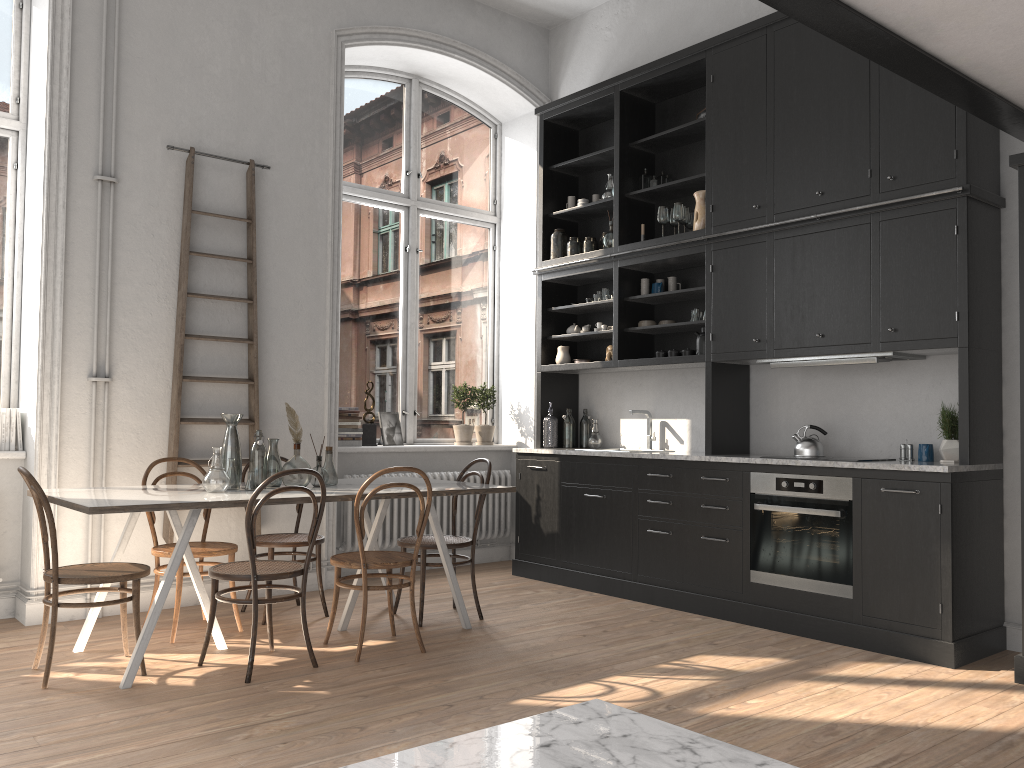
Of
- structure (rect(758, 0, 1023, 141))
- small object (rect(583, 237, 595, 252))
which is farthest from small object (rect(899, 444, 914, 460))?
small object (rect(583, 237, 595, 252))

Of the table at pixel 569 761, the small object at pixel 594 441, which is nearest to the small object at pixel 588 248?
the small object at pixel 594 441

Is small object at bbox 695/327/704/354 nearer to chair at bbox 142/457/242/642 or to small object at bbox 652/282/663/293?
small object at bbox 652/282/663/293

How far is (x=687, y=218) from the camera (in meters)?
5.94

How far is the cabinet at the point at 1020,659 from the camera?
3.92m

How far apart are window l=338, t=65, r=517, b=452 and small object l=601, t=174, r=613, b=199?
1.40m

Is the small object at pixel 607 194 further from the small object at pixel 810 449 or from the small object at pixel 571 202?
the small object at pixel 810 449

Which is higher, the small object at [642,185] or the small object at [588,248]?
the small object at [642,185]

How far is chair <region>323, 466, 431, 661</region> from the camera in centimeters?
422cm

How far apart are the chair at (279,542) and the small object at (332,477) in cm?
43
